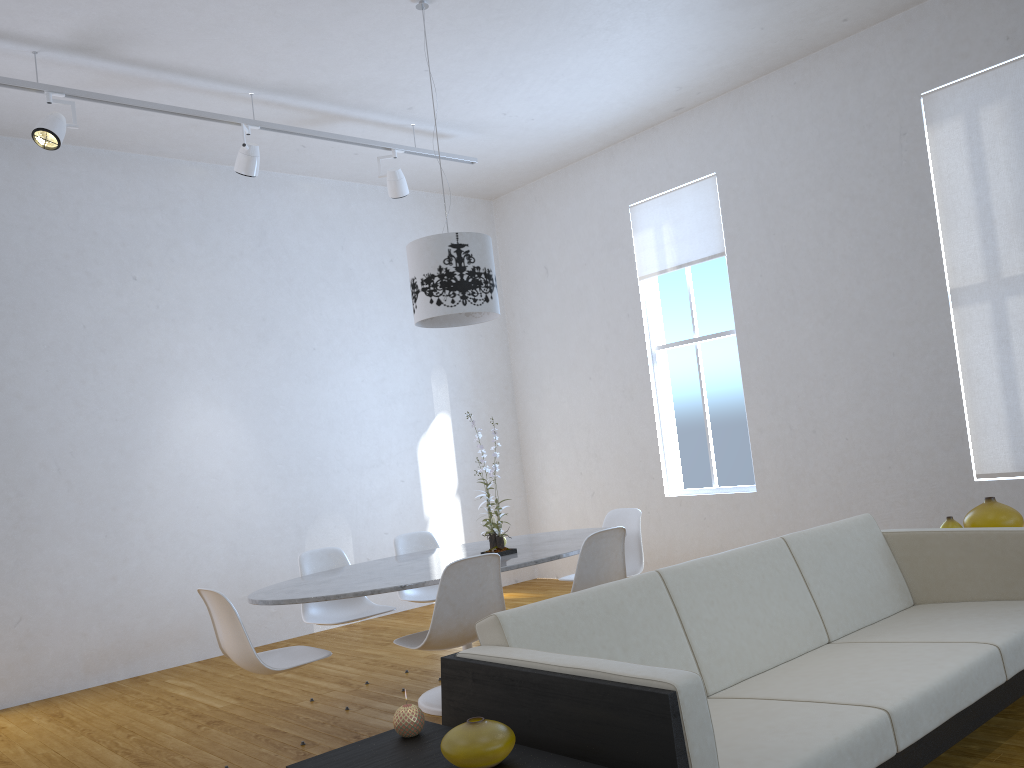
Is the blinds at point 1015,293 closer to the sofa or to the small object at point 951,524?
the small object at point 951,524

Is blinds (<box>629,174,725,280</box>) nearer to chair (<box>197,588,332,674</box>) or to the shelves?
chair (<box>197,588,332,674</box>)

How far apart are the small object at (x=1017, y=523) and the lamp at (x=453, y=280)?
2.12m

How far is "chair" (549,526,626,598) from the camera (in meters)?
3.63

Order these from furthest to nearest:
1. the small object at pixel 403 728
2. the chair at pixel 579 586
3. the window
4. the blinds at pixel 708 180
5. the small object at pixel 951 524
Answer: the window → the blinds at pixel 708 180 → the chair at pixel 579 586 → the small object at pixel 951 524 → the small object at pixel 403 728

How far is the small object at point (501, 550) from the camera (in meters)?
3.79

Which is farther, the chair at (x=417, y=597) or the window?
the window

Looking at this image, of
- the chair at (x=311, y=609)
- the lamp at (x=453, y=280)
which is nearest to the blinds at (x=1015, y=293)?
the lamp at (x=453, y=280)

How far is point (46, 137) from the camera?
4.21m

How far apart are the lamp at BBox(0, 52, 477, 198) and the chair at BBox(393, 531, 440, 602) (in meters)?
2.18
